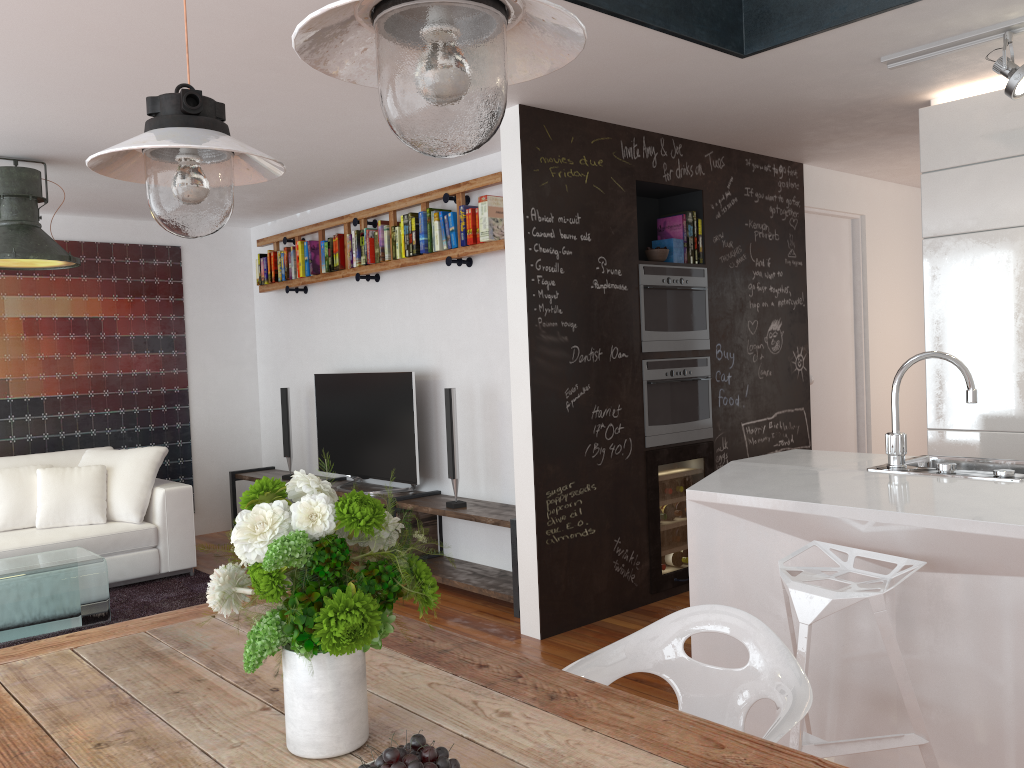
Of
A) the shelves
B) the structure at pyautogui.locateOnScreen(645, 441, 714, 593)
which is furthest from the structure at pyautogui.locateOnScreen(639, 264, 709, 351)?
the shelves

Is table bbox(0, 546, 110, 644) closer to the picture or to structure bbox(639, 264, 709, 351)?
the picture

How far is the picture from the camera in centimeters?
631cm

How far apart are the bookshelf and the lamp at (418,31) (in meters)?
3.56

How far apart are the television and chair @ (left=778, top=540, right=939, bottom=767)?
3.2 meters

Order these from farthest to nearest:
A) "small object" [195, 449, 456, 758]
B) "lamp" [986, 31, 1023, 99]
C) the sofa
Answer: the sofa, "lamp" [986, 31, 1023, 99], "small object" [195, 449, 456, 758]

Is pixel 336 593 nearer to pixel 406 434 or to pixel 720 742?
pixel 720 742

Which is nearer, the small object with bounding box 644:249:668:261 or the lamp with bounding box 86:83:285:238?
the lamp with bounding box 86:83:285:238

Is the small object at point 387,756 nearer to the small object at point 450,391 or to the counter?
the counter

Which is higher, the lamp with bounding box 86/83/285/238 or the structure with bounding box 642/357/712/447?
the lamp with bounding box 86/83/285/238
